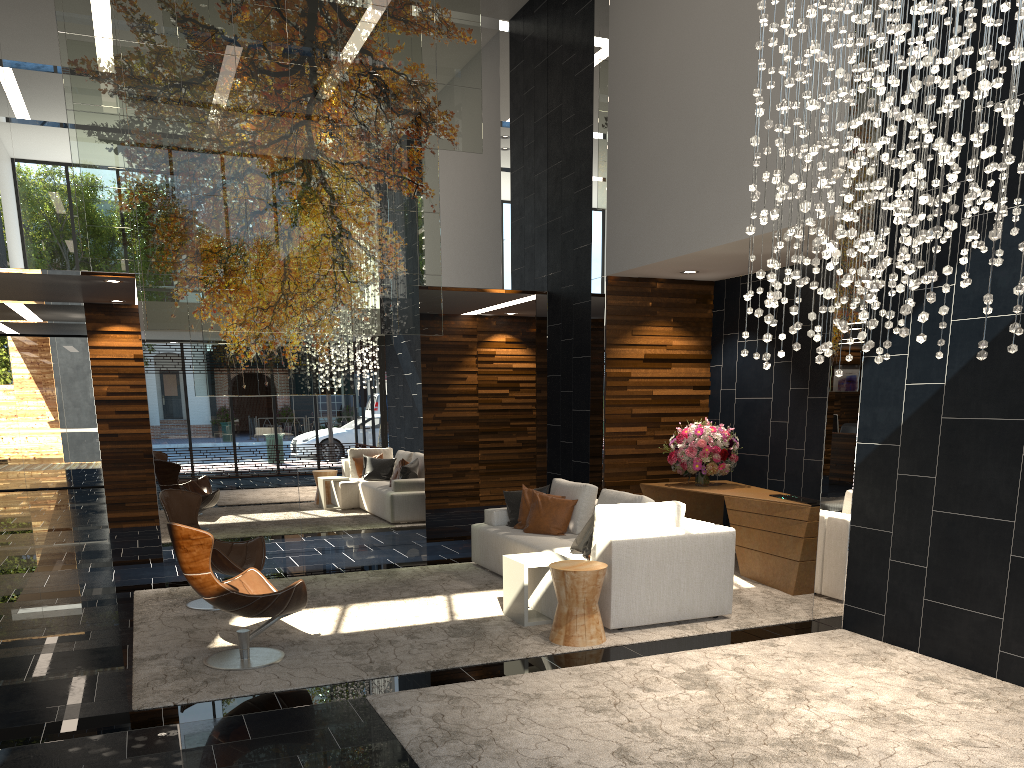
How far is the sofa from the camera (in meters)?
5.81

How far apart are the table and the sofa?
0.0 meters

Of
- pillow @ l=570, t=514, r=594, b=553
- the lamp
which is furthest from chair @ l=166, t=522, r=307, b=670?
the lamp

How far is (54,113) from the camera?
8.3m

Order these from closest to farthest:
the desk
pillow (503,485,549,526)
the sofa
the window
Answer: the sofa
the desk
pillow (503,485,549,526)
the window

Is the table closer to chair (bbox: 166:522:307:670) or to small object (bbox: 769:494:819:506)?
chair (bbox: 166:522:307:670)

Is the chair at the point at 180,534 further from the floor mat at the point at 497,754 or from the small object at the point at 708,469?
the small object at the point at 708,469

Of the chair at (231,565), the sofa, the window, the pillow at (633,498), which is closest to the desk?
the sofa

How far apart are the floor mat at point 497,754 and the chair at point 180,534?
0.97m

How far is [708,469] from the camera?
8.4m
